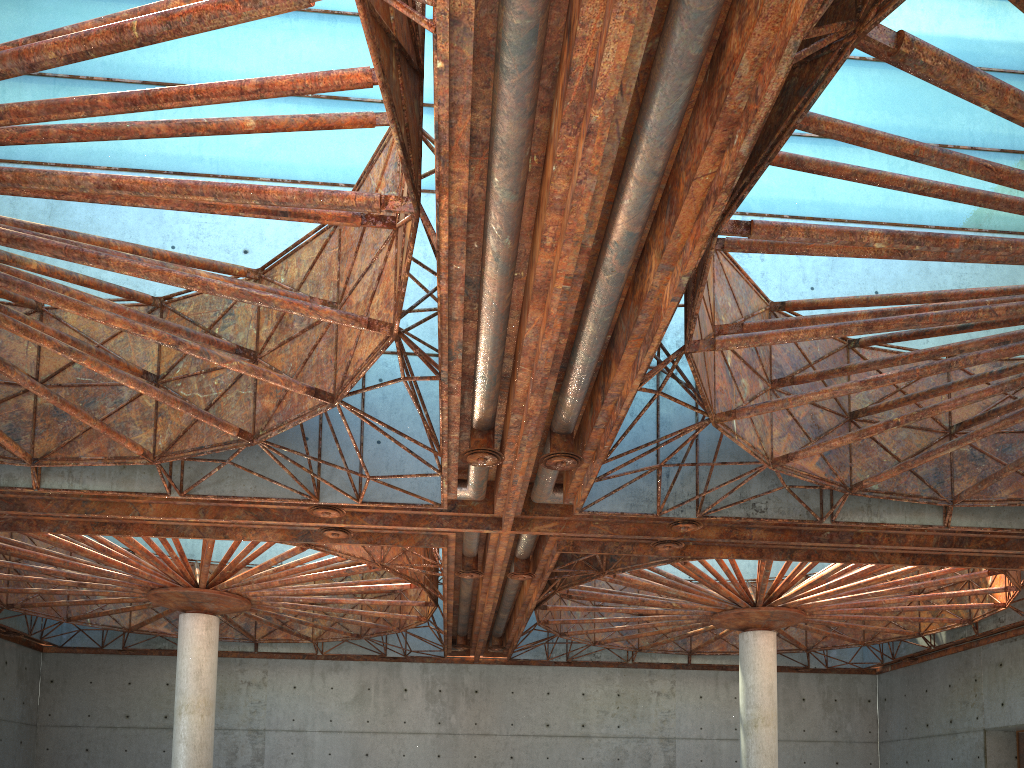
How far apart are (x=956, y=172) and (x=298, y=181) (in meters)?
23.01

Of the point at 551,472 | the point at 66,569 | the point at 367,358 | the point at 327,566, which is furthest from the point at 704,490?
the point at 66,569
